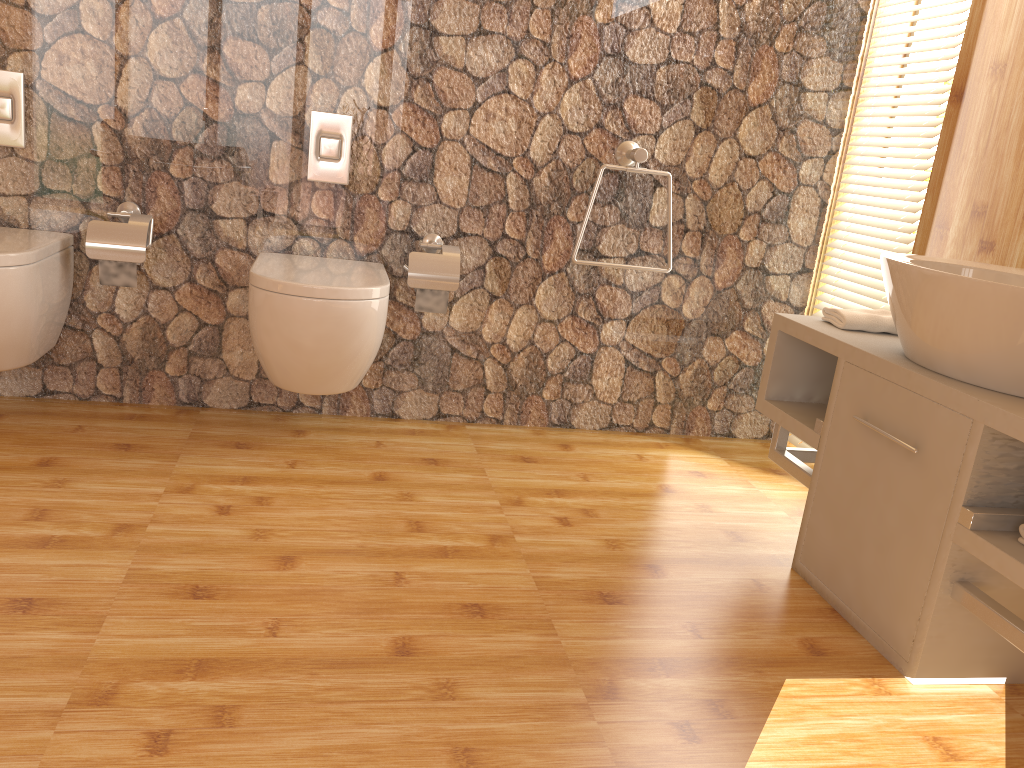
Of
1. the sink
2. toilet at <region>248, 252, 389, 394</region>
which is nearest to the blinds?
the sink

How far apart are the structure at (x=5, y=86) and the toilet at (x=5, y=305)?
0.2 meters

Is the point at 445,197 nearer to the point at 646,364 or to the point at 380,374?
the point at 380,374

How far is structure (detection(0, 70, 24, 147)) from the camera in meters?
2.4 m

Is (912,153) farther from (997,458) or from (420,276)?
(420,276)

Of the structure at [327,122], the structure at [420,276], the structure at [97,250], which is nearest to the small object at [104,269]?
the structure at [97,250]

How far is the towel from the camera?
2.2m

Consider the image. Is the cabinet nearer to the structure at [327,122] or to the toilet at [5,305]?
the structure at [327,122]

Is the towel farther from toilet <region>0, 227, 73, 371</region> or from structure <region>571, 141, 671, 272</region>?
toilet <region>0, 227, 73, 371</region>

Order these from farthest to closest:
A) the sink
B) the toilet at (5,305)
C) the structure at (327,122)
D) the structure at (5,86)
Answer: the structure at (327,122) → the structure at (5,86) → the toilet at (5,305) → the sink
